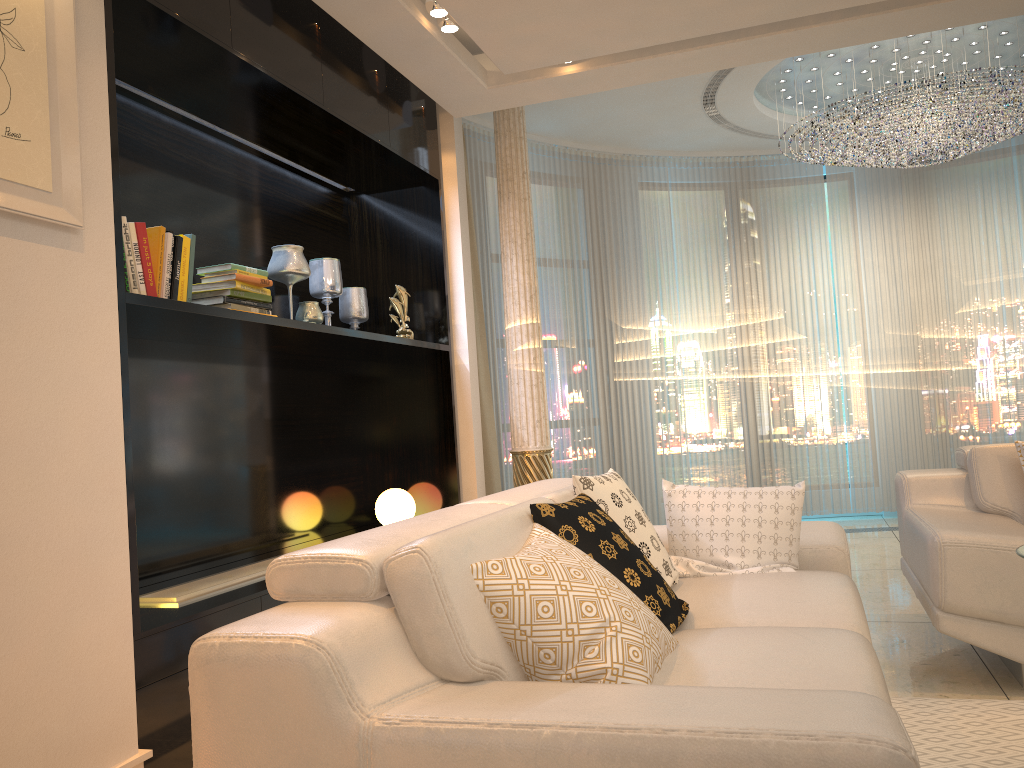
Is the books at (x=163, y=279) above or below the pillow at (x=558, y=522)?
above

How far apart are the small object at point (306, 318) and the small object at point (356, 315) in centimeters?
57cm

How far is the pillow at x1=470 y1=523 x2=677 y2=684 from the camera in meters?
1.7

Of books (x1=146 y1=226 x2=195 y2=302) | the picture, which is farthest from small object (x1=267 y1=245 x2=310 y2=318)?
the picture

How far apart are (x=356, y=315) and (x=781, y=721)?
3.57m

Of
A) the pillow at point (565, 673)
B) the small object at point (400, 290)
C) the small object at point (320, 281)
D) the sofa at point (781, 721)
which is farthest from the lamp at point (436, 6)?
the pillow at point (565, 673)

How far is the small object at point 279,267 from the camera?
3.8 meters

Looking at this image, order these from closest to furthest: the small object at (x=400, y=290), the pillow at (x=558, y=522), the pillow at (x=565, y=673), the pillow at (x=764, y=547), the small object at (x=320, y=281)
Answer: the pillow at (x=565, y=673) → the pillow at (x=558, y=522) → the pillow at (x=764, y=547) → the small object at (x=320, y=281) → the small object at (x=400, y=290)

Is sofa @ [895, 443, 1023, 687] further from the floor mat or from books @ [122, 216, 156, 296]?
books @ [122, 216, 156, 296]

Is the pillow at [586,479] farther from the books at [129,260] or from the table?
the books at [129,260]
